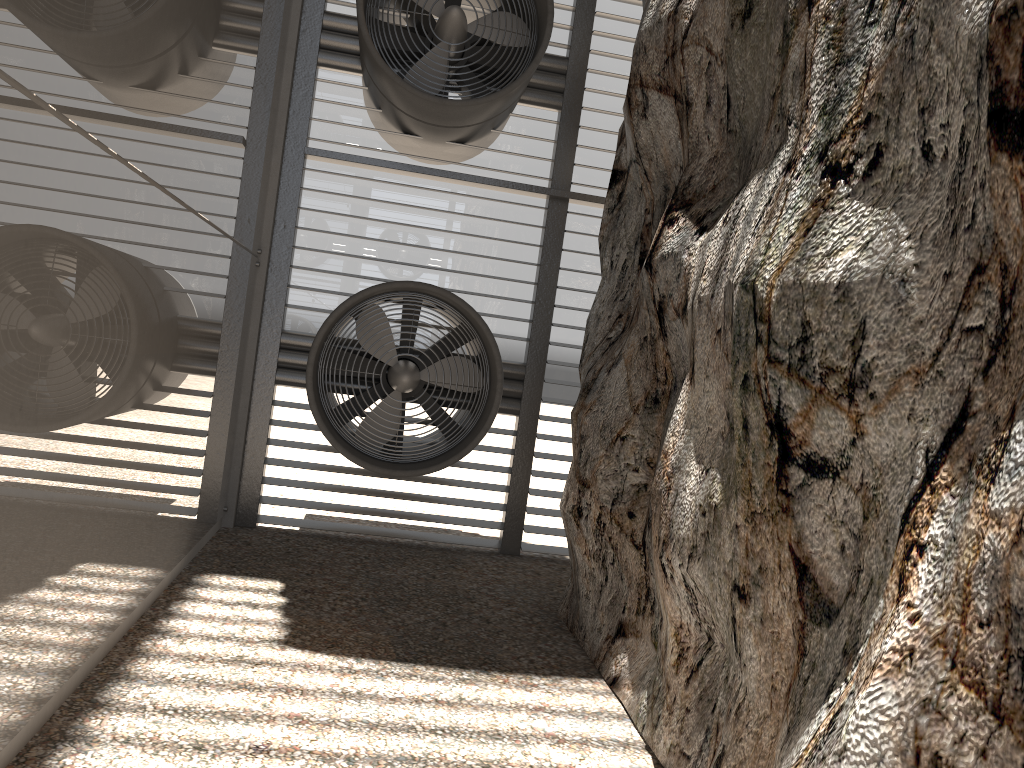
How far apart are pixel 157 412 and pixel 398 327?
3.73m
